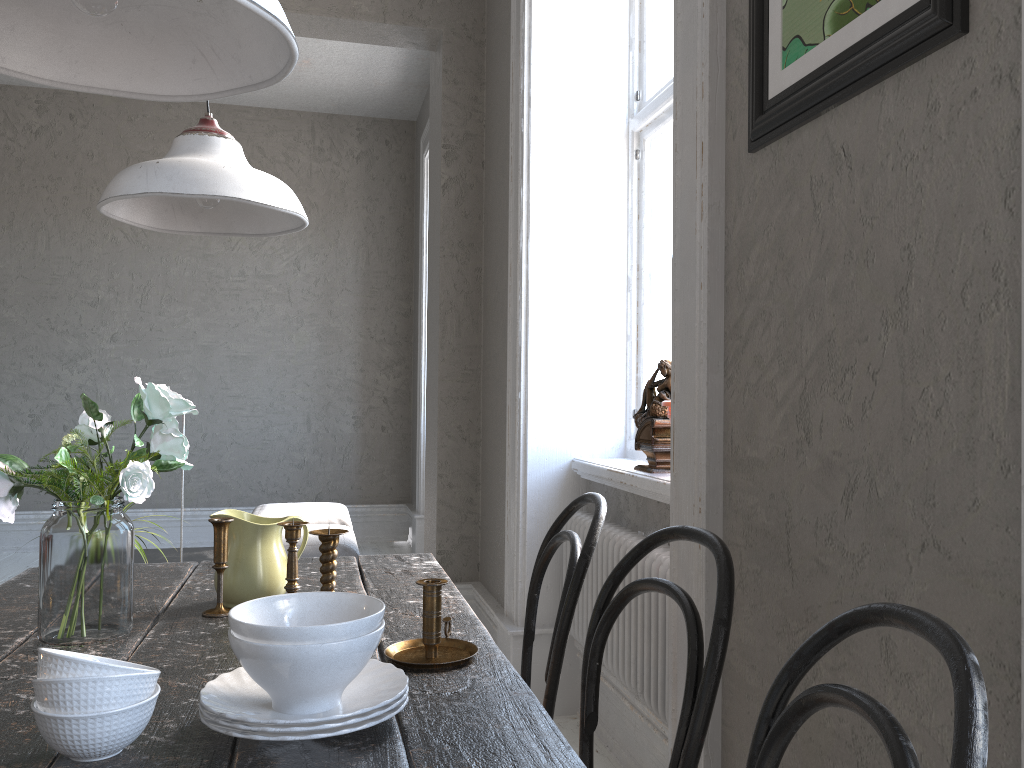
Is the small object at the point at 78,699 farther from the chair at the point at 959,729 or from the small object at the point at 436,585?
the chair at the point at 959,729

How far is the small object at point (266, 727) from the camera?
0.94m

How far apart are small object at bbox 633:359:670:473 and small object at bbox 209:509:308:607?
1.16m

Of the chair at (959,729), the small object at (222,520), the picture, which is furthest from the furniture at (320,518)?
the chair at (959,729)

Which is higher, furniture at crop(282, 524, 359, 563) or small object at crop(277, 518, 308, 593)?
small object at crop(277, 518, 308, 593)

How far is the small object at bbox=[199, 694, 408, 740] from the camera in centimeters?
94cm

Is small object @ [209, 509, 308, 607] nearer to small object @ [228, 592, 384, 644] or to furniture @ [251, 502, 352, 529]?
small object @ [228, 592, 384, 644]

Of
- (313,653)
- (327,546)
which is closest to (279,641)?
(313,653)

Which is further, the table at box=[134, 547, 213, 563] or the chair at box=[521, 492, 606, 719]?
the table at box=[134, 547, 213, 563]

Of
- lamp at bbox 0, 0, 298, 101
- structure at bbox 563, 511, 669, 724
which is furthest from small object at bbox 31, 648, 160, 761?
structure at bbox 563, 511, 669, 724
